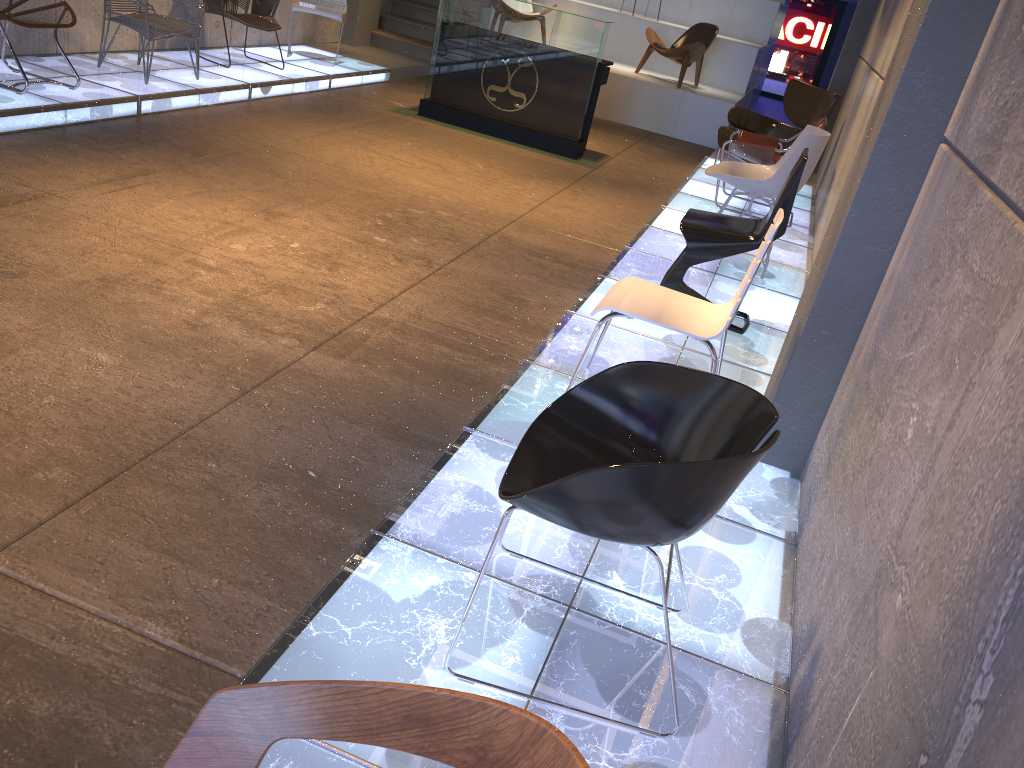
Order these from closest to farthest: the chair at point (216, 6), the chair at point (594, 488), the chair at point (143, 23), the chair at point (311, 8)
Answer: the chair at point (594, 488) < the chair at point (143, 23) < the chair at point (216, 6) < the chair at point (311, 8)

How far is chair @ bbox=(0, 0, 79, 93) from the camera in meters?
5.4 m

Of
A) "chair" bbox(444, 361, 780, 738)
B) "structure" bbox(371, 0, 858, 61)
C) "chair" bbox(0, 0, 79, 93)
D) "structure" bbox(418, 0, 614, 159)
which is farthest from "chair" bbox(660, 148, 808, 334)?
"structure" bbox(371, 0, 858, 61)

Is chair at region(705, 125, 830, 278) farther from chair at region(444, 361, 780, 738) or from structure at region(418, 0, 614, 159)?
chair at region(444, 361, 780, 738)

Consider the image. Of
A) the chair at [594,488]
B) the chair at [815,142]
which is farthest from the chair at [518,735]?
the chair at [815,142]

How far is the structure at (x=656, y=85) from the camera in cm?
1062

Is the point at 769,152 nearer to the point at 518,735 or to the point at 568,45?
the point at 568,45

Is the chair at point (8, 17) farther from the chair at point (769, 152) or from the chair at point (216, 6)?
the chair at point (769, 152)

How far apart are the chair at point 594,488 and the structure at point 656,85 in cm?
916

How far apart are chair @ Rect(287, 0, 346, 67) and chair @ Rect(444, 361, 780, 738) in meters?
8.0
